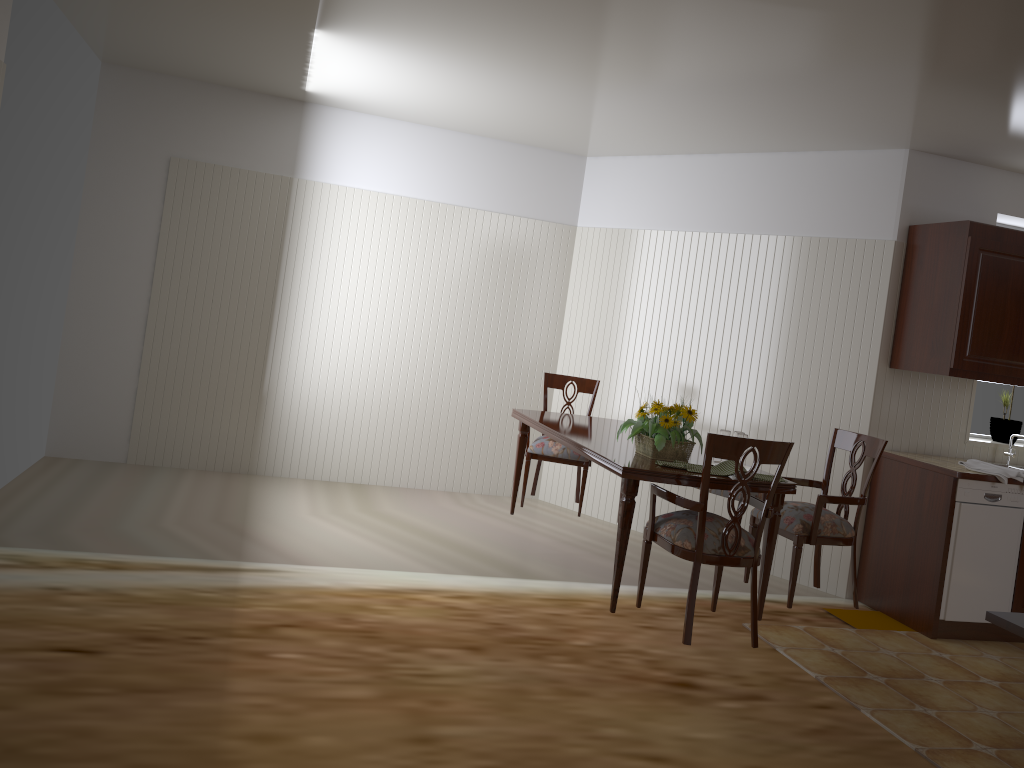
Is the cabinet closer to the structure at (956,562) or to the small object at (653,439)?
the structure at (956,562)

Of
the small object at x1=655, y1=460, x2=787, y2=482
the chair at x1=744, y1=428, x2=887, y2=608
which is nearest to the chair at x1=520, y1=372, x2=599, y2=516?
the chair at x1=744, y1=428, x2=887, y2=608

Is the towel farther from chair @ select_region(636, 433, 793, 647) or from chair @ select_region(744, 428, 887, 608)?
chair @ select_region(636, 433, 793, 647)

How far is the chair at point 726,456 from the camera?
3.1m

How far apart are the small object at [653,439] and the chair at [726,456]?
0.18m

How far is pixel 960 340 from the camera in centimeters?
435cm

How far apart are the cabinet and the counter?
0.5 meters

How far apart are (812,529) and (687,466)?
0.8 meters

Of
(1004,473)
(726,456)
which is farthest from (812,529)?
(1004,473)

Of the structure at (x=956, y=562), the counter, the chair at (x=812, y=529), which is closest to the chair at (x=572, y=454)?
the chair at (x=812, y=529)
